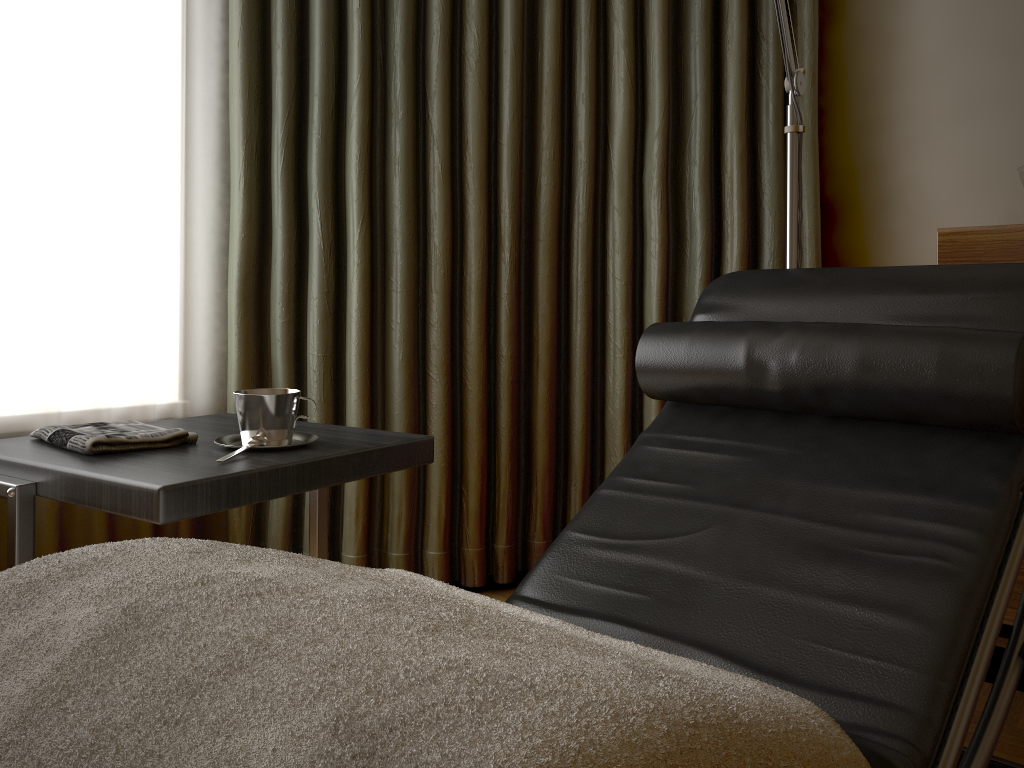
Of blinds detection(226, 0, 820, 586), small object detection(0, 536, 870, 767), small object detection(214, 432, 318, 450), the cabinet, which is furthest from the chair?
blinds detection(226, 0, 820, 586)

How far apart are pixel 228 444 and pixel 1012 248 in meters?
1.5

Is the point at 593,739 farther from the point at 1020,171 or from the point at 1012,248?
the point at 1020,171

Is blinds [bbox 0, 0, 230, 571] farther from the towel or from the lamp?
the lamp

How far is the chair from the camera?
1.0m

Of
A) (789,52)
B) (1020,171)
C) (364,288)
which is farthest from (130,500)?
(1020,171)

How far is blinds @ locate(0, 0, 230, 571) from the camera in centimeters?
192cm

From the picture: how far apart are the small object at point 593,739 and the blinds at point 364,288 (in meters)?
1.20

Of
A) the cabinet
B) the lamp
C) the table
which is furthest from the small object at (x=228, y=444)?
A: the cabinet

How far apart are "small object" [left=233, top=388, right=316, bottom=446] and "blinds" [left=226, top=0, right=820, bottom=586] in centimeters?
80cm
